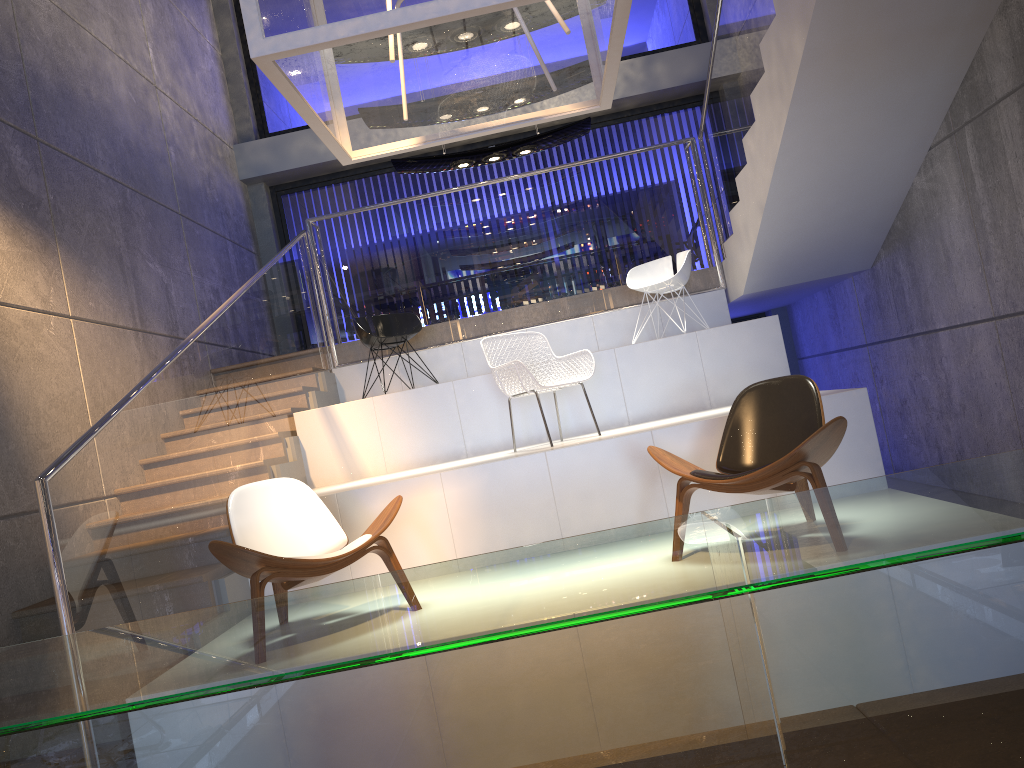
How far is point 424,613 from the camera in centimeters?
75cm

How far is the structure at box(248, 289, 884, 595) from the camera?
5.04m

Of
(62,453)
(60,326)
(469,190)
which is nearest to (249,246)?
(469,190)

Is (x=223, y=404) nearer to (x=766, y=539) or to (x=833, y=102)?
(x=833, y=102)

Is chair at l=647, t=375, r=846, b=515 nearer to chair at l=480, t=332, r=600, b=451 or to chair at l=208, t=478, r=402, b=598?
chair at l=208, t=478, r=402, b=598

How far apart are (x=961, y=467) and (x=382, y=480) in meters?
4.8

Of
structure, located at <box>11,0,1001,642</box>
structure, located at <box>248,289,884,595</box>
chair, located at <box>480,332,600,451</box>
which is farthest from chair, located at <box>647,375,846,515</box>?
structure, located at <box>11,0,1001,642</box>

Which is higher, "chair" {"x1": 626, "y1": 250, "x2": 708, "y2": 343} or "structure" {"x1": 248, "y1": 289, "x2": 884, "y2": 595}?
"chair" {"x1": 626, "y1": 250, "x2": 708, "y2": 343}

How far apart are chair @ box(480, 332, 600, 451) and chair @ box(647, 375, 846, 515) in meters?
1.4 m

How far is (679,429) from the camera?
5.04m
